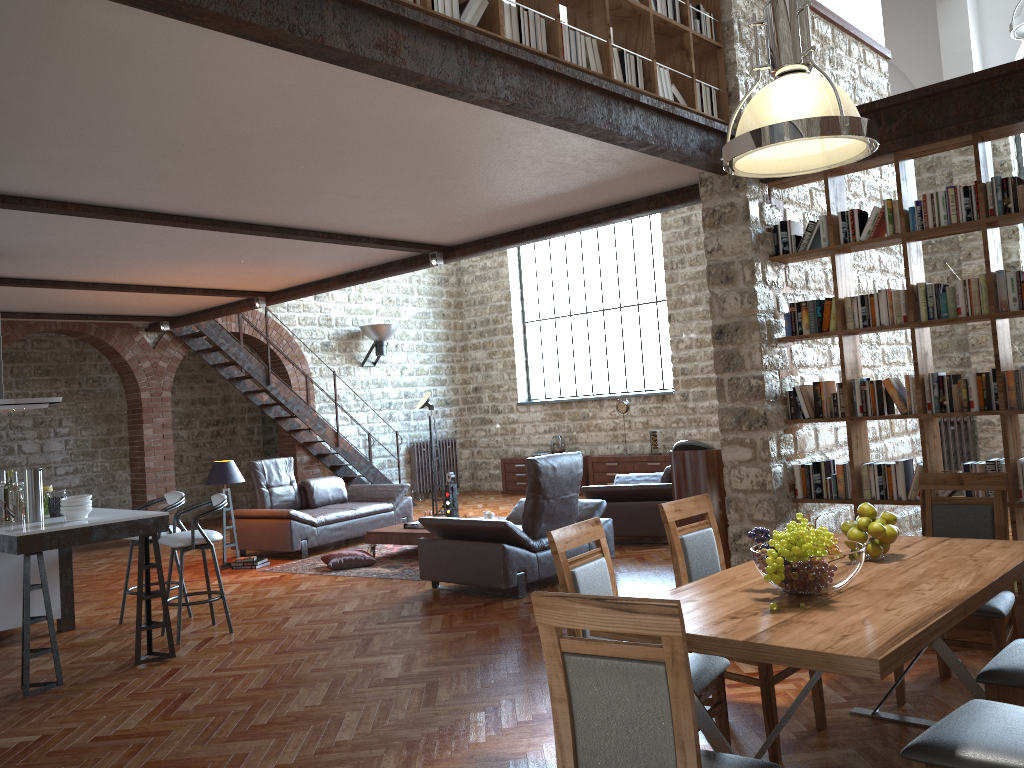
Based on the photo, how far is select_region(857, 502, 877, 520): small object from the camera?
3.40m

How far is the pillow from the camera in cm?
856

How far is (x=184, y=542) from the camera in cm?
615

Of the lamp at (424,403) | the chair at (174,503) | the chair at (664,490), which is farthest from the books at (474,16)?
the lamp at (424,403)

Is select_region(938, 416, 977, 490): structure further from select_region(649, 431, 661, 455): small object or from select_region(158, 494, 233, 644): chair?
select_region(158, 494, 233, 644): chair

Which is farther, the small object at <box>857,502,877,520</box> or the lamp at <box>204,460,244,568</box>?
the lamp at <box>204,460,244,568</box>

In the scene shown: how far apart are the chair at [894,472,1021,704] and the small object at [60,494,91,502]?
4.73m

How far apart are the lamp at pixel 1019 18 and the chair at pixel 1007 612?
4.4m

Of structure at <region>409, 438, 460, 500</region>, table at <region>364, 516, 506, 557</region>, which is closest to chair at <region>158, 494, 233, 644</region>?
table at <region>364, 516, 506, 557</region>

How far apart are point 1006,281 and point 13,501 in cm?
625
